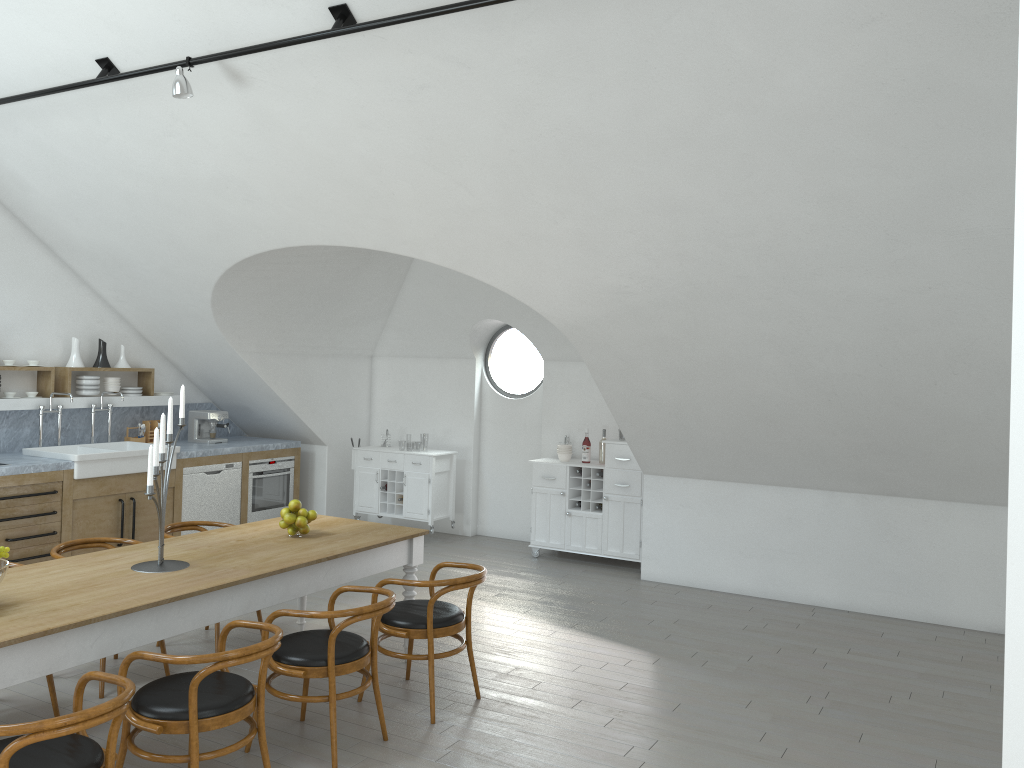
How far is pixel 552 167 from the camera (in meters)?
5.02

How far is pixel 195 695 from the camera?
3.33m

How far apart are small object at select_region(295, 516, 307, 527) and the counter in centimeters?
296cm

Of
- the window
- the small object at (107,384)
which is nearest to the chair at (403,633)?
the window

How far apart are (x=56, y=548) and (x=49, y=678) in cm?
84

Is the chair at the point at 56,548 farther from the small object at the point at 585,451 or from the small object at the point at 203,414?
the small object at the point at 585,451

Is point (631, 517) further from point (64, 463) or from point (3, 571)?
point (3, 571)

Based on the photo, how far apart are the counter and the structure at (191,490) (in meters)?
0.14

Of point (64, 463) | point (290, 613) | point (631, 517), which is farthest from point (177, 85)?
point (631, 517)

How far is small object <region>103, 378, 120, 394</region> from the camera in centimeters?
814cm
